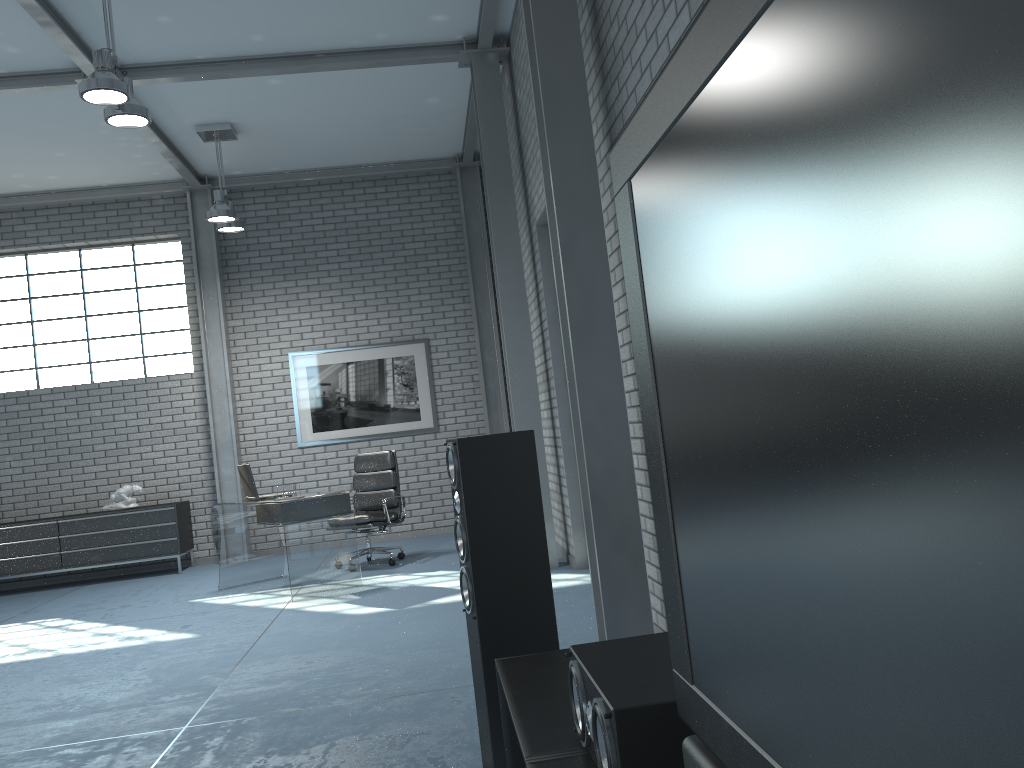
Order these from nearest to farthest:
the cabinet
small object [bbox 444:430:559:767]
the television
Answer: the television
small object [bbox 444:430:559:767]
the cabinet

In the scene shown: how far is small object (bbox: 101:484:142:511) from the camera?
8.8m

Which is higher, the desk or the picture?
the picture

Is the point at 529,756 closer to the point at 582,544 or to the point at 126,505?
the point at 582,544

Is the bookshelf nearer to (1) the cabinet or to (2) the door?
(2) the door

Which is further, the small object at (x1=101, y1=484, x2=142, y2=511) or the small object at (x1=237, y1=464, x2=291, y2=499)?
the small object at (x1=101, y1=484, x2=142, y2=511)

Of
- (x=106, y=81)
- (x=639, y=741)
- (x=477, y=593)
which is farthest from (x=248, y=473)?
(x=639, y=741)

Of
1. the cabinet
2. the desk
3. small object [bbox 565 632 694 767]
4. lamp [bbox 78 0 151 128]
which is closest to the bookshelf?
small object [bbox 565 632 694 767]

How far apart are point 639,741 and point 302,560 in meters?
5.5 m

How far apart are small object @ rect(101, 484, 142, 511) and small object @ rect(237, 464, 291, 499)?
2.4m
